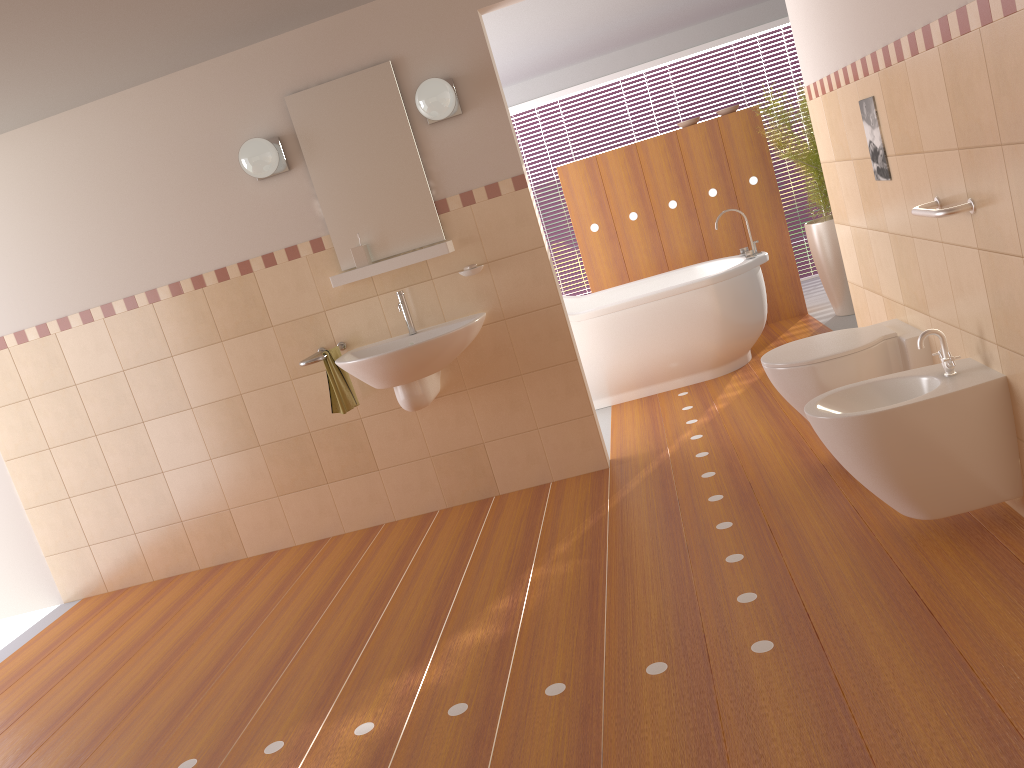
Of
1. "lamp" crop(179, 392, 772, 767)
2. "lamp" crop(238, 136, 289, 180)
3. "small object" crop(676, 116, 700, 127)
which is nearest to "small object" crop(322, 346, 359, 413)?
"lamp" crop(238, 136, 289, 180)

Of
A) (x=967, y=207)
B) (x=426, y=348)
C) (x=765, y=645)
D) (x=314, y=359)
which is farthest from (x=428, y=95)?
(x=765, y=645)

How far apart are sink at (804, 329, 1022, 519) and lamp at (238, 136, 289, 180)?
2.5m

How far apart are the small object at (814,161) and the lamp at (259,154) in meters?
3.1 m

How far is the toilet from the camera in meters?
3.0

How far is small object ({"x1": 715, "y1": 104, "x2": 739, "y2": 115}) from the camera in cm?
601

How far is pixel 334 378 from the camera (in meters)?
3.92

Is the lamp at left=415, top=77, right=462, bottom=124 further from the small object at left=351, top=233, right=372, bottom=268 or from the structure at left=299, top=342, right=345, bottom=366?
the structure at left=299, top=342, right=345, bottom=366

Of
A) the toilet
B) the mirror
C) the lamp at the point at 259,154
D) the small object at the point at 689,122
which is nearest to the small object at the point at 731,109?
the small object at the point at 689,122

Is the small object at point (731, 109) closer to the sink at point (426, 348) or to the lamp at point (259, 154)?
the sink at point (426, 348)
